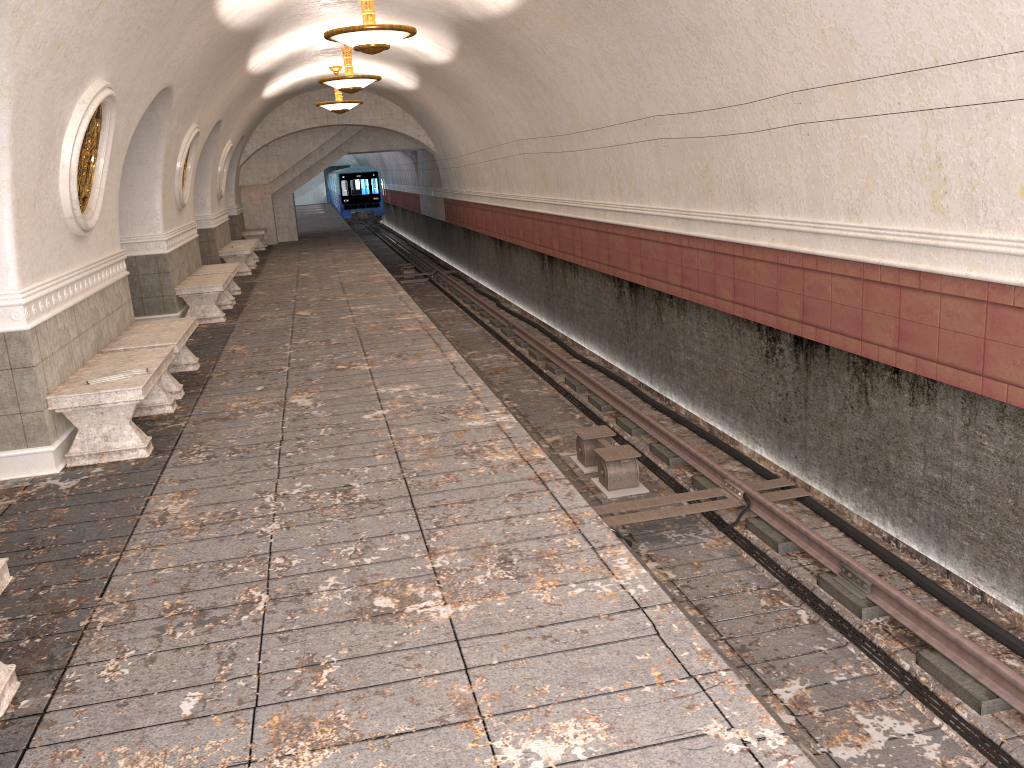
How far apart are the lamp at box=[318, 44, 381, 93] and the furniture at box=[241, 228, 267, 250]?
10.02m

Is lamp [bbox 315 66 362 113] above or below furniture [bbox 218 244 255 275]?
above

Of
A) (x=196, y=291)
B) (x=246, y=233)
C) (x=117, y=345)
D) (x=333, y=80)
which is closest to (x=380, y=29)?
(x=117, y=345)

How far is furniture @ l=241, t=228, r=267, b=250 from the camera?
23.28m

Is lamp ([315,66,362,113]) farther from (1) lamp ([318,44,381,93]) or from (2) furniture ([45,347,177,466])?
(2) furniture ([45,347,177,466])

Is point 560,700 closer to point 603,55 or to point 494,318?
point 603,55

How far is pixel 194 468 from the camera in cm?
582

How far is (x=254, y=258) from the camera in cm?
2022

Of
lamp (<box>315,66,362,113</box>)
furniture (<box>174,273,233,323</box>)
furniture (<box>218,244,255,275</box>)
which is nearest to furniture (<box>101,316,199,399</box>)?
furniture (<box>174,273,233,323</box>)

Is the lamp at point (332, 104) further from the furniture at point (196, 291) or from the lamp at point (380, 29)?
the lamp at point (380, 29)
